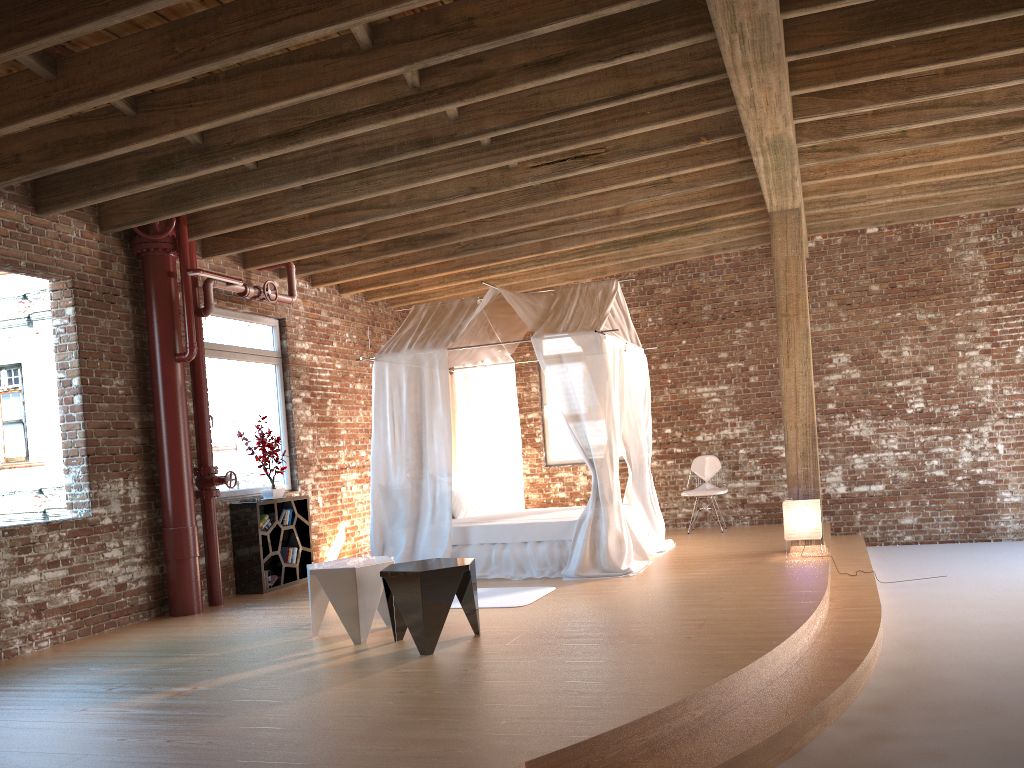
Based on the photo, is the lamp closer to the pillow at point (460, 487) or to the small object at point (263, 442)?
the pillow at point (460, 487)

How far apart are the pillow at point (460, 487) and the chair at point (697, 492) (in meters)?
2.44

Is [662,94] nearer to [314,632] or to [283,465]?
[314,632]

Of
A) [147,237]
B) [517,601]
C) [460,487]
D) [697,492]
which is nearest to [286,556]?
[460,487]

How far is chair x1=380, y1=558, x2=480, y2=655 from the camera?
5.0 meters

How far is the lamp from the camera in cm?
747

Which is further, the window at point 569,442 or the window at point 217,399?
the window at point 569,442

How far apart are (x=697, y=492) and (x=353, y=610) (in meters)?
5.59

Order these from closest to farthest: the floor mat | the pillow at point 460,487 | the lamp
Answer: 1. the floor mat
2. the lamp
3. the pillow at point 460,487

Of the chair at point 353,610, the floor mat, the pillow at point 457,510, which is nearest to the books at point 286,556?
the pillow at point 457,510
